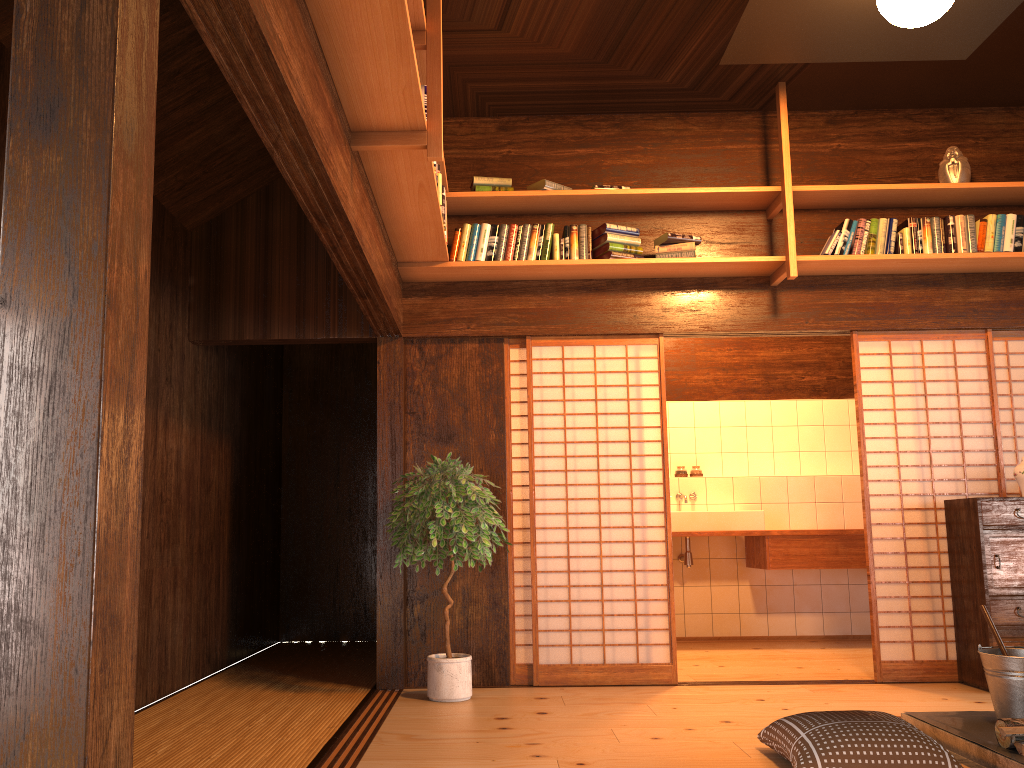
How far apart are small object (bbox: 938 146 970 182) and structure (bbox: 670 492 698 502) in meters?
3.0

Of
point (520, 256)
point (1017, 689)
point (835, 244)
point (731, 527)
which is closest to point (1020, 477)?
point (835, 244)

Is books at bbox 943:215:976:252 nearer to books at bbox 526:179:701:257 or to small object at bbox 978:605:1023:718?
books at bbox 526:179:701:257

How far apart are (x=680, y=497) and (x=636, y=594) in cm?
218

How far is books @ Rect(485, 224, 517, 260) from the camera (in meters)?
5.07

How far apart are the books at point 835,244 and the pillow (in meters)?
2.77

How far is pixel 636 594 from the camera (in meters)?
5.07

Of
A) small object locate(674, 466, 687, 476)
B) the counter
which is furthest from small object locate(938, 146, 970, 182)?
small object locate(674, 466, 687, 476)

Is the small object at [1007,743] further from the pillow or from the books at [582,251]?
the books at [582,251]

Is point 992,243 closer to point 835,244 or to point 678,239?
point 835,244
